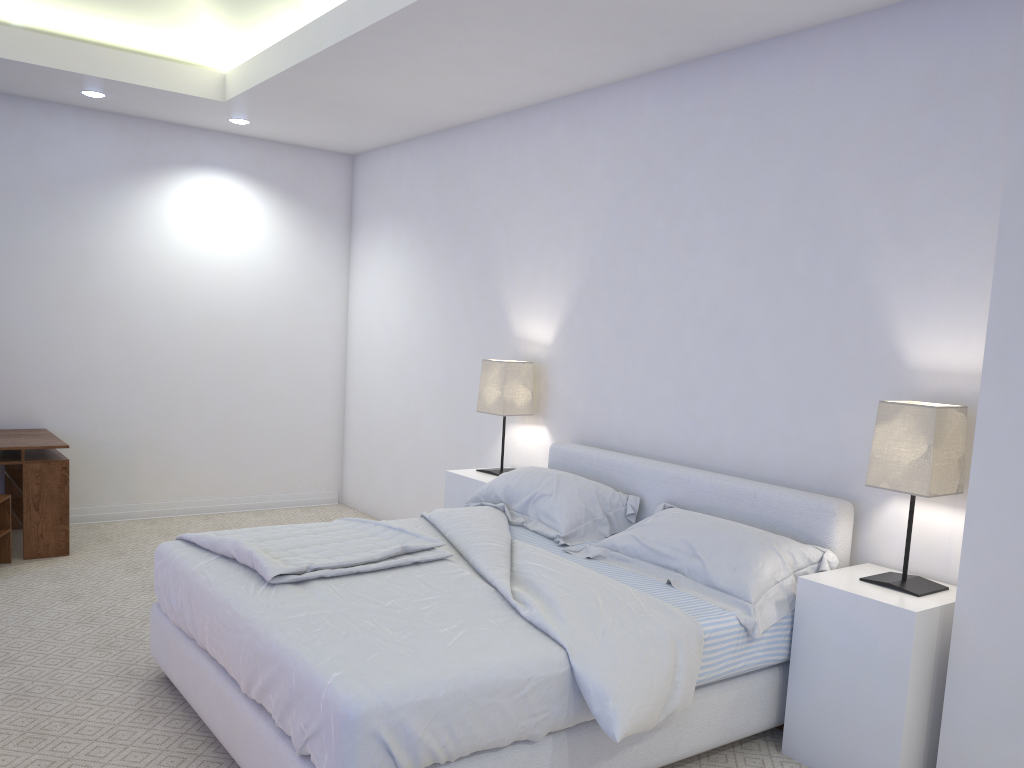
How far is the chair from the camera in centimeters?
448cm

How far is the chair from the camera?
4.5m

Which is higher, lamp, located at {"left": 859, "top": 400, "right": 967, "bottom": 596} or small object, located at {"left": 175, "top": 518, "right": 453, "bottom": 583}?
lamp, located at {"left": 859, "top": 400, "right": 967, "bottom": 596}

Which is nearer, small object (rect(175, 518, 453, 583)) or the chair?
small object (rect(175, 518, 453, 583))

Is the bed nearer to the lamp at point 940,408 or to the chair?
the lamp at point 940,408

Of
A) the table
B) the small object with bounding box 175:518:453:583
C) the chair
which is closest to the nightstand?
the small object with bounding box 175:518:453:583

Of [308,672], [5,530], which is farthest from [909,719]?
[5,530]

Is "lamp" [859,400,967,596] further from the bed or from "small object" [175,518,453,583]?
"small object" [175,518,453,583]

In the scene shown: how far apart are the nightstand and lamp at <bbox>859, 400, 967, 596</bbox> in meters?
0.0 m

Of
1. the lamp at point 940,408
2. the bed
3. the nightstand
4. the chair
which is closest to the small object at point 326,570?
the bed
